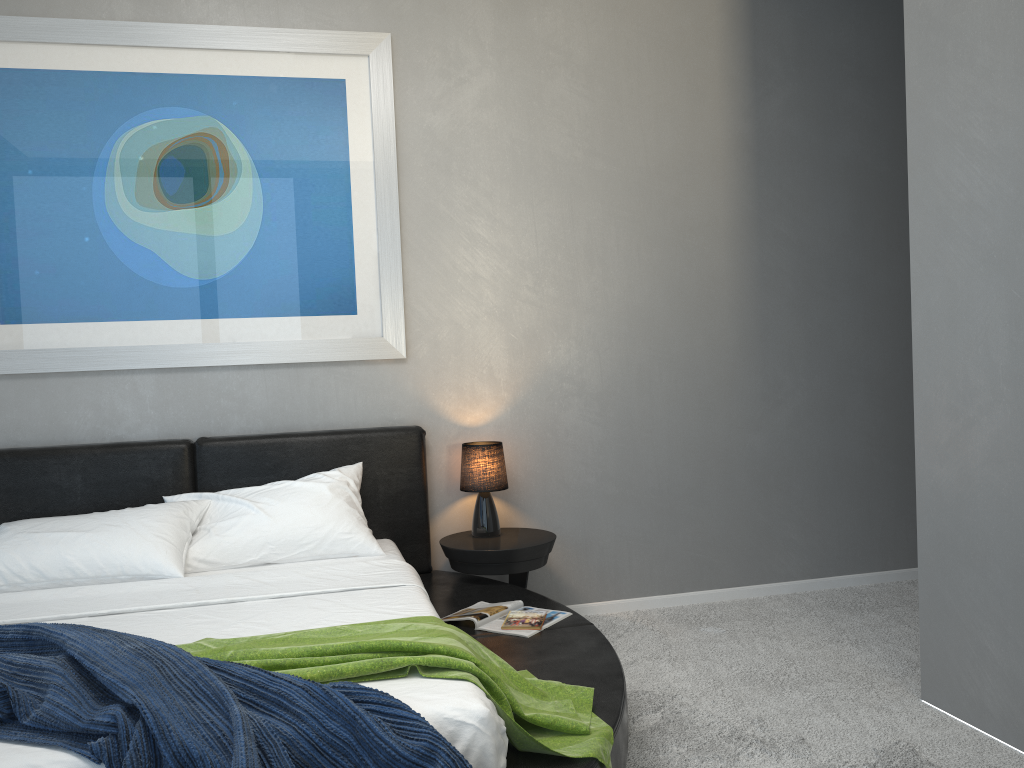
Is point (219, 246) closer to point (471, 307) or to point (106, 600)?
point (471, 307)

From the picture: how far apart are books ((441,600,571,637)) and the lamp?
0.5m

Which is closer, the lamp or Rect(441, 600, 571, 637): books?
Rect(441, 600, 571, 637): books

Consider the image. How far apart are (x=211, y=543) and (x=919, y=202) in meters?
2.7

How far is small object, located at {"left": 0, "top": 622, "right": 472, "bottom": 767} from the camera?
1.7m

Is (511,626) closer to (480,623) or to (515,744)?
(480,623)

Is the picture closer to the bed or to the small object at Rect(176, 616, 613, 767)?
the bed

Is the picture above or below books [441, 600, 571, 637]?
above

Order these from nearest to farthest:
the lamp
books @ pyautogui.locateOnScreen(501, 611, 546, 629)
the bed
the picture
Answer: the bed
books @ pyautogui.locateOnScreen(501, 611, 546, 629)
the picture
the lamp

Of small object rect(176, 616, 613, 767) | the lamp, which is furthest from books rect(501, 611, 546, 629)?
the lamp
